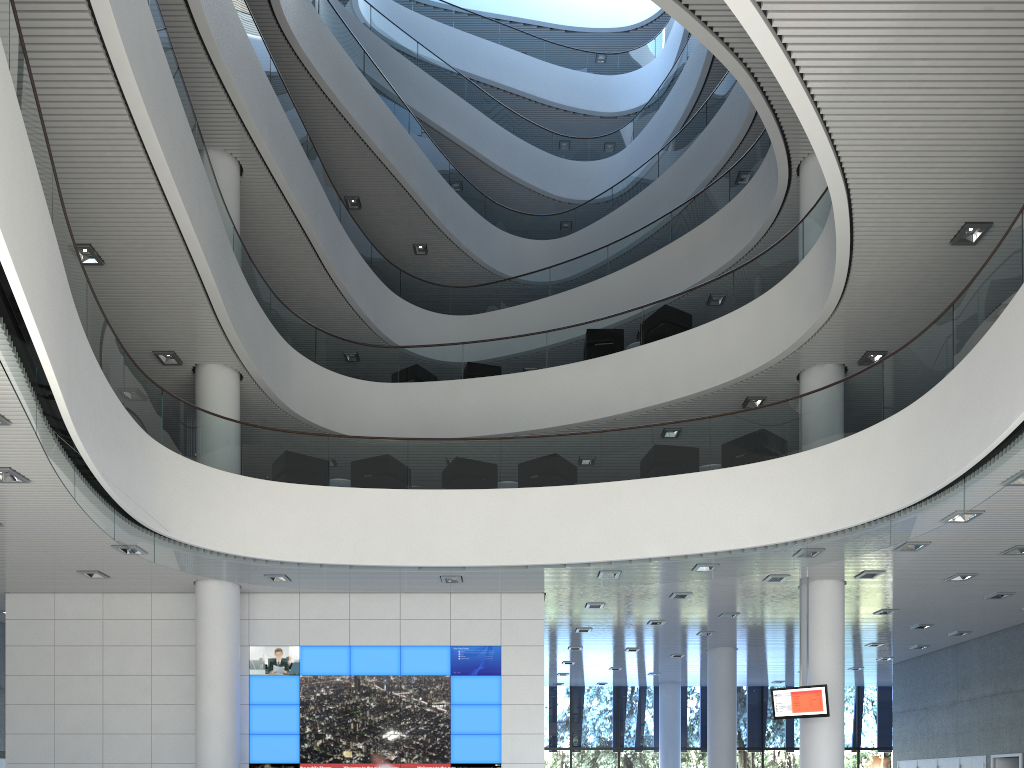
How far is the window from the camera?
15.40m

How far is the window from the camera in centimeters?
1540cm
